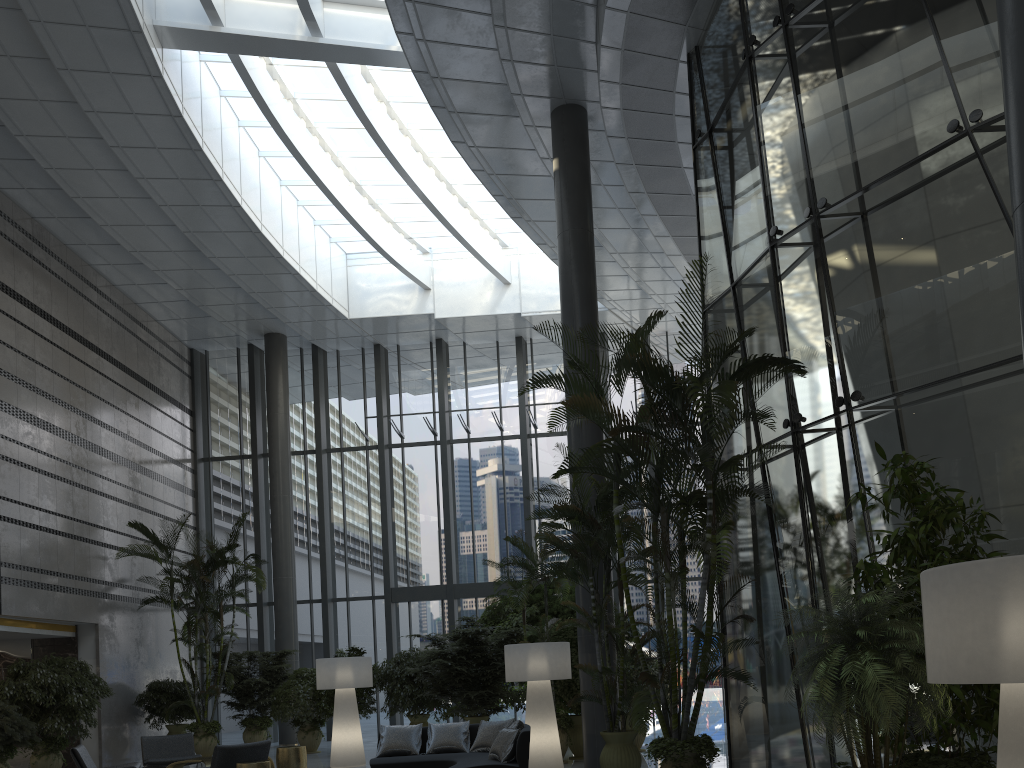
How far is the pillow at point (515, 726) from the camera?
8.4m

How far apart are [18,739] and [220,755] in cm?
416

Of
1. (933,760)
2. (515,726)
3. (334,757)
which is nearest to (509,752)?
(515,726)

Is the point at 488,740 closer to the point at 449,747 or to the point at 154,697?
the point at 449,747

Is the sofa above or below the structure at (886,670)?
below

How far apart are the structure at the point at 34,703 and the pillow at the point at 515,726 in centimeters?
720cm

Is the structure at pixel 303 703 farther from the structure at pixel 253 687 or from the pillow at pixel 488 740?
the pillow at pixel 488 740

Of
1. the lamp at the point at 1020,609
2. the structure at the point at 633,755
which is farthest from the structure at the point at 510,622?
the lamp at the point at 1020,609

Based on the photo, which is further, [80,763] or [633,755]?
[80,763]

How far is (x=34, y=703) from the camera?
11.6m
